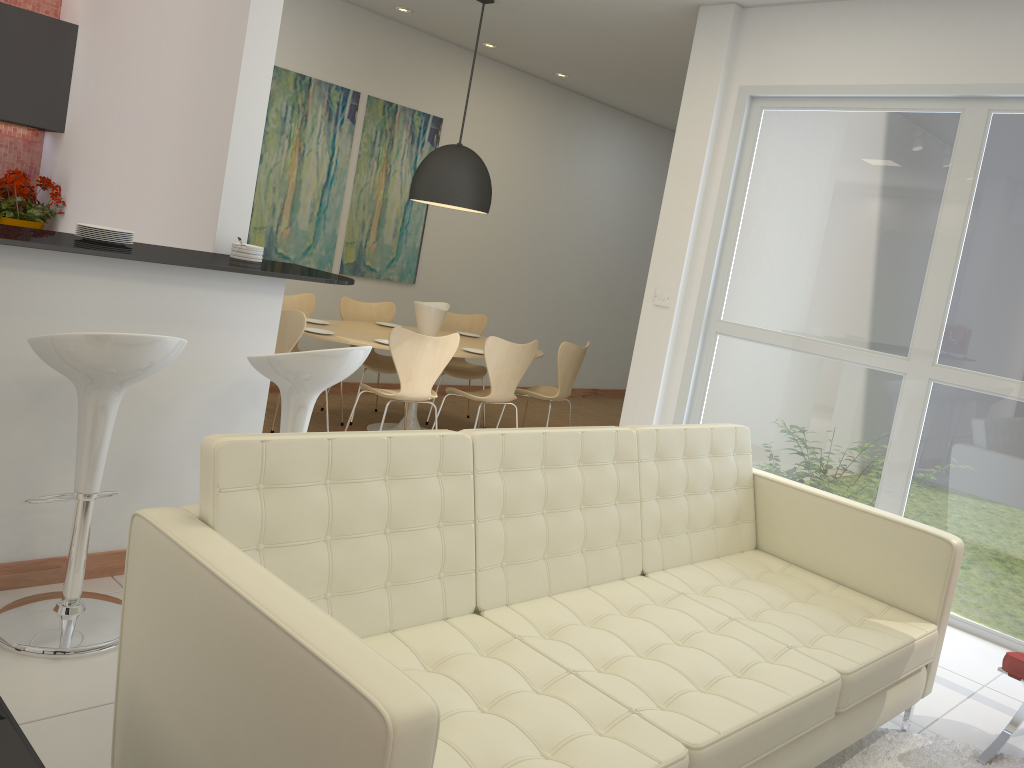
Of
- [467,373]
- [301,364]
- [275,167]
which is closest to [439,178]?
[275,167]

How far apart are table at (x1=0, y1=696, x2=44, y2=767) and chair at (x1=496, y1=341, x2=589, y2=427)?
4.90m

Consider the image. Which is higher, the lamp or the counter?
the lamp

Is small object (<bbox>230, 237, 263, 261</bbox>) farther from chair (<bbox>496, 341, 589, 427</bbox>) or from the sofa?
chair (<bbox>496, 341, 589, 427</bbox>)

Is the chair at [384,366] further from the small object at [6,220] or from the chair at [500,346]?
the small object at [6,220]

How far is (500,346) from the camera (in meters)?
5.83

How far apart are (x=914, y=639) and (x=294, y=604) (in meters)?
2.22

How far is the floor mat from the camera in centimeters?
299cm

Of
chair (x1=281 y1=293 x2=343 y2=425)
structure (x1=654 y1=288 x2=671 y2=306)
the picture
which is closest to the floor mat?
structure (x1=654 y1=288 x2=671 y2=306)

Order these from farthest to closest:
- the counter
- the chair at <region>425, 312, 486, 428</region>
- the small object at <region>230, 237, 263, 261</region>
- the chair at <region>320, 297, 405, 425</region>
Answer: the chair at <region>425, 312, 486, 428</region> < the chair at <region>320, 297, 405, 425</region> < the small object at <region>230, 237, 263, 261</region> < the counter
